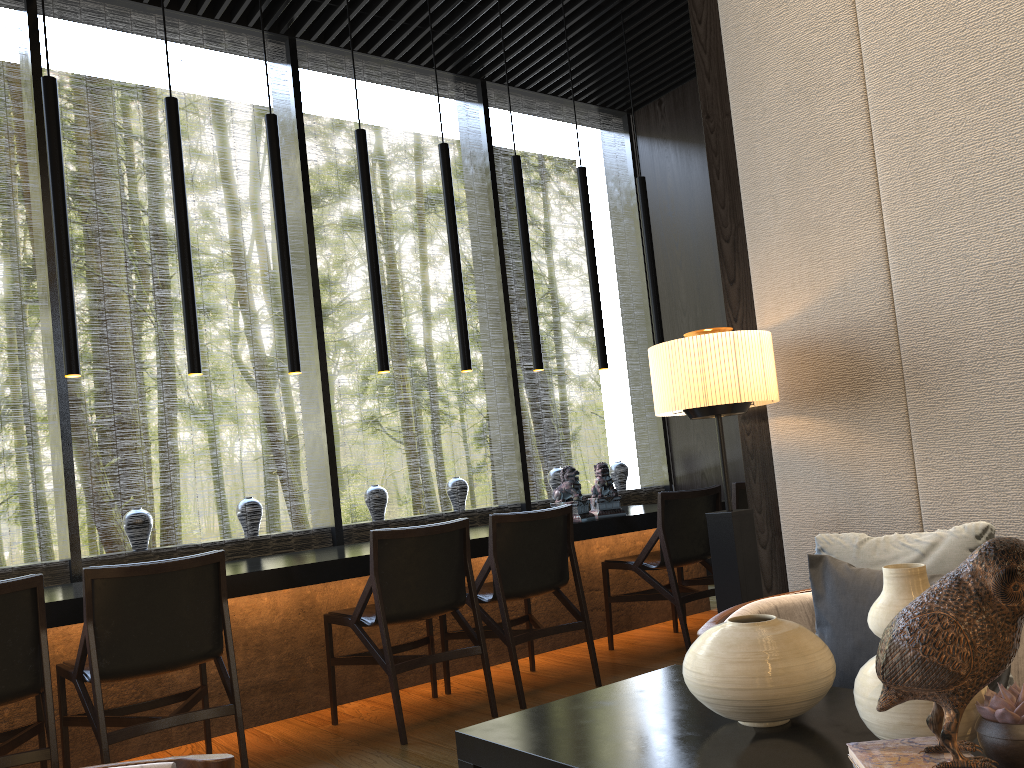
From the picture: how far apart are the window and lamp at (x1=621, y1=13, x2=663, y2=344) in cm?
121

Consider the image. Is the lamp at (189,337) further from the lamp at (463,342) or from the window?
the lamp at (463,342)

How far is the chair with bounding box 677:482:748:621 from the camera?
4.8m

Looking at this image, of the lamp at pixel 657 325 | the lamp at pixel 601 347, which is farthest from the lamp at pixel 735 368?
the lamp at pixel 657 325

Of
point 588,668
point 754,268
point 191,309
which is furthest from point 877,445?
point 191,309

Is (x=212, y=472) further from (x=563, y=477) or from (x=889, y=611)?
(x=889, y=611)

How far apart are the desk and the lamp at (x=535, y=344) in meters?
1.0 m

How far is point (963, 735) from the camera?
1.1m

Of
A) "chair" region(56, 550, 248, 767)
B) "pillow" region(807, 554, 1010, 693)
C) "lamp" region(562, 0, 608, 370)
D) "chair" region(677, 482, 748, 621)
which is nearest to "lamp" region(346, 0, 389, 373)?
"lamp" region(562, 0, 608, 370)

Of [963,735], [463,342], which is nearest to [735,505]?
[463,342]
